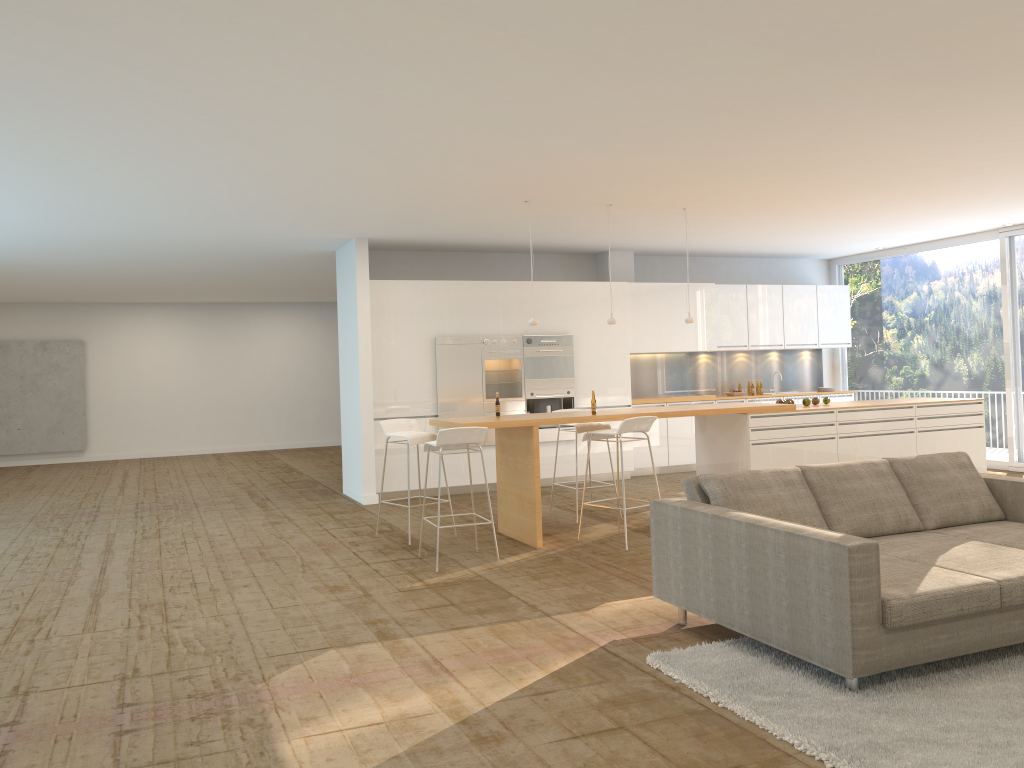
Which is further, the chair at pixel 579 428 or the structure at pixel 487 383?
the structure at pixel 487 383

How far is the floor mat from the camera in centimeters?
320cm

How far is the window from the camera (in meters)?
10.92

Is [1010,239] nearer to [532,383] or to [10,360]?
[532,383]

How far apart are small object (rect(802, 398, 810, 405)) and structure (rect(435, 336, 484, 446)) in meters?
3.8 m

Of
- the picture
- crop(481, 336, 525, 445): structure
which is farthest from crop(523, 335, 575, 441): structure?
the picture

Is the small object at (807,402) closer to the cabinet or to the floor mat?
the cabinet

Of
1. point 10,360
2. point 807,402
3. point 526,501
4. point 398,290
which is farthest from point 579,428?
point 10,360

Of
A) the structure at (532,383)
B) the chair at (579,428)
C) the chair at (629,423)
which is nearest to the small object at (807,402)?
the chair at (579,428)

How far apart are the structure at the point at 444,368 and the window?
6.22m
